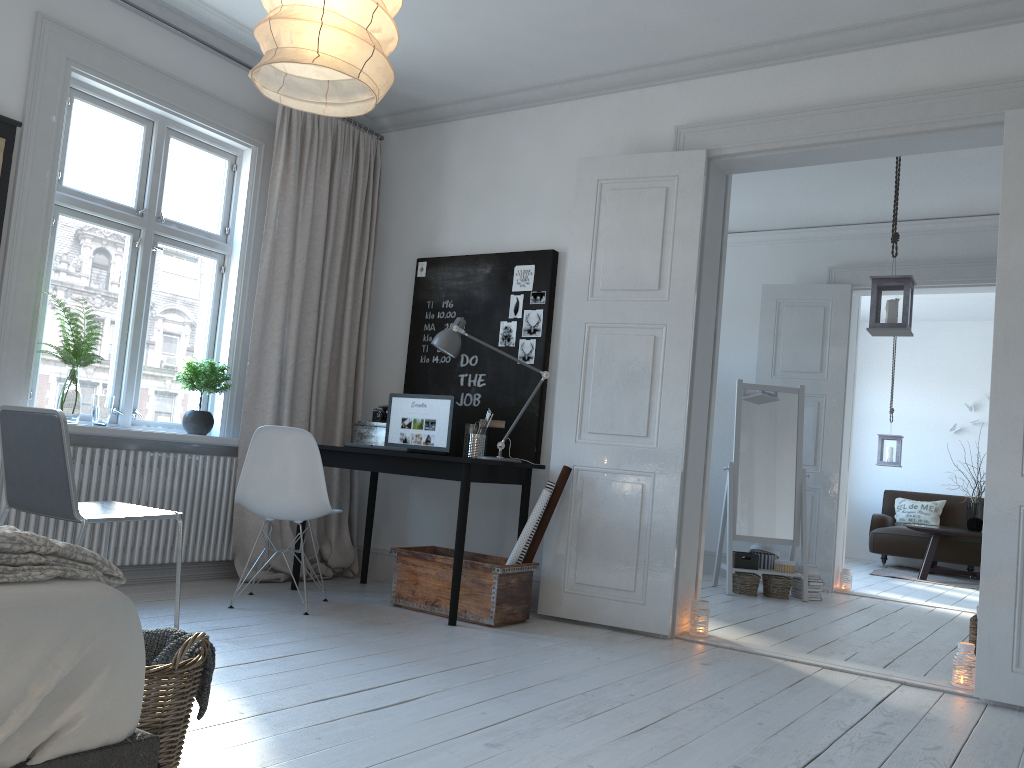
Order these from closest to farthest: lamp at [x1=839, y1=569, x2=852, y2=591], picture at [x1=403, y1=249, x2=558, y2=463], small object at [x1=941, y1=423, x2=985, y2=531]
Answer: picture at [x1=403, y1=249, x2=558, y2=463]
lamp at [x1=839, y1=569, x2=852, y2=591]
small object at [x1=941, y1=423, x2=985, y2=531]

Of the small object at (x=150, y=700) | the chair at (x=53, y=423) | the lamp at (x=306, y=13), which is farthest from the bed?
the chair at (x=53, y=423)

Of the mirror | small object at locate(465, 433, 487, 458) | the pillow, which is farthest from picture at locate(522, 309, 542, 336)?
the pillow

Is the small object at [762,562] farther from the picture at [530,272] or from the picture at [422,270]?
the picture at [422,270]

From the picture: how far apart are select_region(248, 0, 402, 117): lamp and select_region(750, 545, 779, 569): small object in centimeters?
482cm

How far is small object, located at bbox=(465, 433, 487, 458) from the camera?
4.6 meters

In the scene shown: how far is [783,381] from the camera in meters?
6.9 m

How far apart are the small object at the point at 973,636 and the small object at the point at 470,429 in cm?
249

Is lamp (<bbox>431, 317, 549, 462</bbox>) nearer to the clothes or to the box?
the box

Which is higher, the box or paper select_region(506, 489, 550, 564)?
the box
